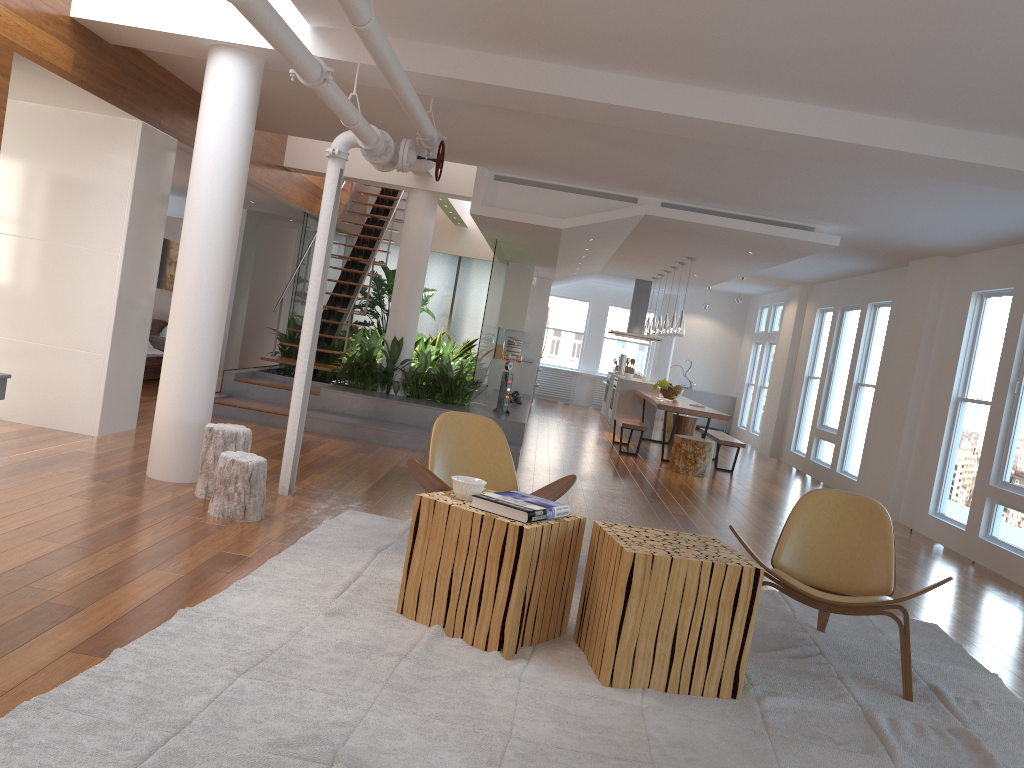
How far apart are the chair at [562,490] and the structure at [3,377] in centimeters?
250cm

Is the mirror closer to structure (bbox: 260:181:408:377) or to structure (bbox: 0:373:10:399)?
structure (bbox: 260:181:408:377)

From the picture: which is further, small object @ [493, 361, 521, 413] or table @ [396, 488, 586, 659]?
small object @ [493, 361, 521, 413]

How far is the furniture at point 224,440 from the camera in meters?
5.1

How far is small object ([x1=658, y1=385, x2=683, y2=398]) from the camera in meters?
12.2

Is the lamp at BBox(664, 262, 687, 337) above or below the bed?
above

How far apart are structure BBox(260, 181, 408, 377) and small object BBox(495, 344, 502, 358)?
2.6 meters

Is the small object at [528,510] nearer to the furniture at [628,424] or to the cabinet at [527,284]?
A: the furniture at [628,424]

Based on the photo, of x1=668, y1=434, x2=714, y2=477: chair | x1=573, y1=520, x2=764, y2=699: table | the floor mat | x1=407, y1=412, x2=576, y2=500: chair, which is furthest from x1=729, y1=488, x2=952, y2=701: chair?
x1=668, y1=434, x2=714, y2=477: chair

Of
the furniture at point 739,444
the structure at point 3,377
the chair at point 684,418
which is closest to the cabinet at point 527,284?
the chair at point 684,418
